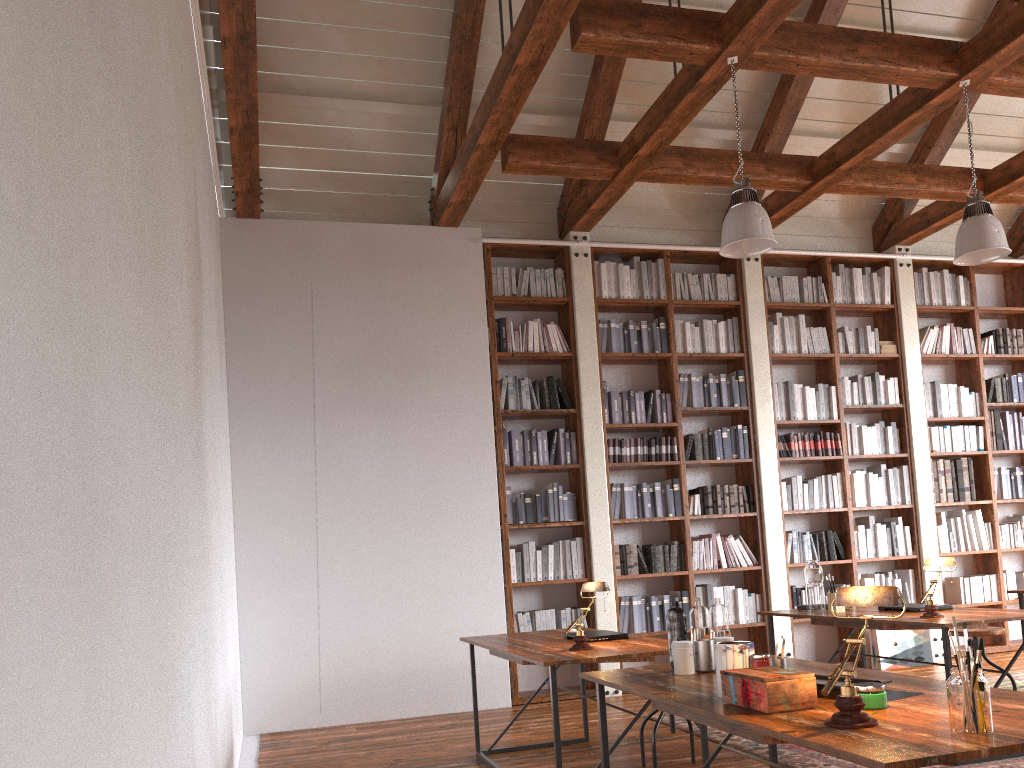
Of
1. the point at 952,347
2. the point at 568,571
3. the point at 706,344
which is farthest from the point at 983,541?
the point at 568,571

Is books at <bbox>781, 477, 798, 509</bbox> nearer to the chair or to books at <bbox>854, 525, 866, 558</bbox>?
books at <bbox>854, 525, 866, 558</bbox>

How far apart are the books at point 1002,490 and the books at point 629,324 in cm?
368

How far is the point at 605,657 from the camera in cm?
338

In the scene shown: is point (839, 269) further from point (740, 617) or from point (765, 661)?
point (765, 661)

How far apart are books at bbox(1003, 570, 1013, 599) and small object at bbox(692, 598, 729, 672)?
6.1 meters

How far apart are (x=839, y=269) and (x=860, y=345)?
0.7m

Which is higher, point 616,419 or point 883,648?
point 616,419

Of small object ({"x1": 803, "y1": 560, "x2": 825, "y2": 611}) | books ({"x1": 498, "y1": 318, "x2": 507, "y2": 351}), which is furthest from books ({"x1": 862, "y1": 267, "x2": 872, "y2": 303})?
small object ({"x1": 803, "y1": 560, "x2": 825, "y2": 611})

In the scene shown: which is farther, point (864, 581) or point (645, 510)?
point (864, 581)
